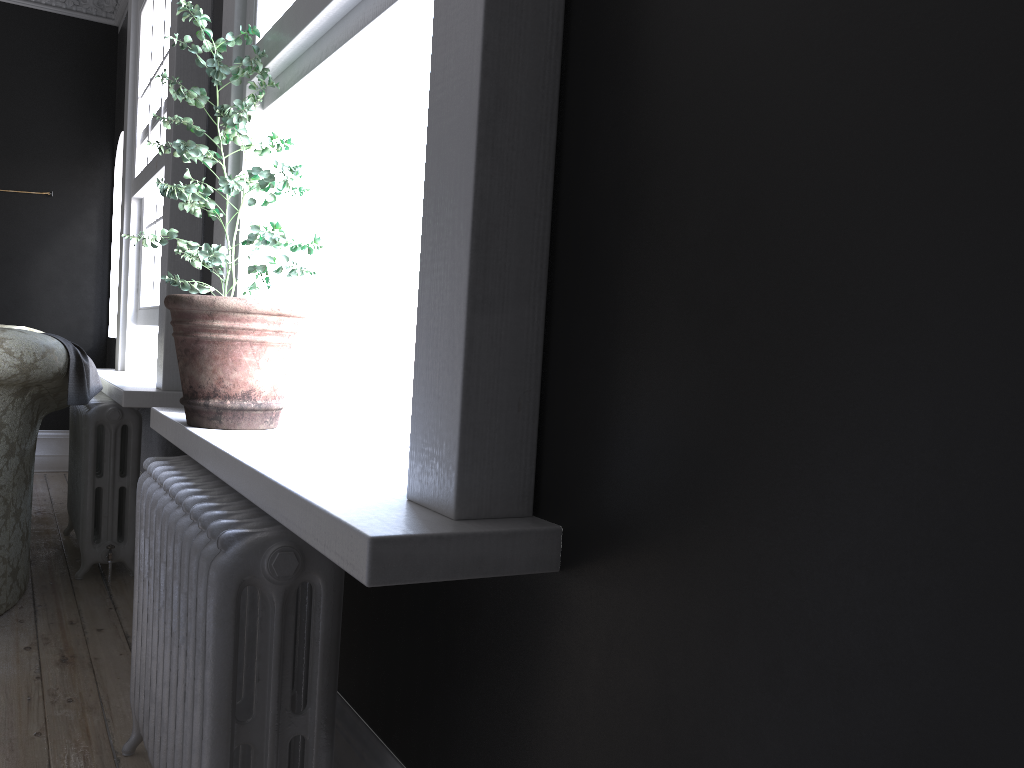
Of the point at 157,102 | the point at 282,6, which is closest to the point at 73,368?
the point at 157,102

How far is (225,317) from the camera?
2.24m

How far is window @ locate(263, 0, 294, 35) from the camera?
2.4m

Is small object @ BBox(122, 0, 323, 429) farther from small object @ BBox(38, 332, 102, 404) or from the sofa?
small object @ BBox(38, 332, 102, 404)

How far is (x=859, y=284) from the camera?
0.85m

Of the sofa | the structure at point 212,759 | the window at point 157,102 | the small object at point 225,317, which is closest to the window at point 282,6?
the small object at point 225,317

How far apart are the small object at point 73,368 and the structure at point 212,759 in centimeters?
137cm

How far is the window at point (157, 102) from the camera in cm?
443

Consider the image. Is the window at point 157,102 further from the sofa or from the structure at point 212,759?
the structure at point 212,759

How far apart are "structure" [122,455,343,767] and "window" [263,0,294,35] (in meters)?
1.24
